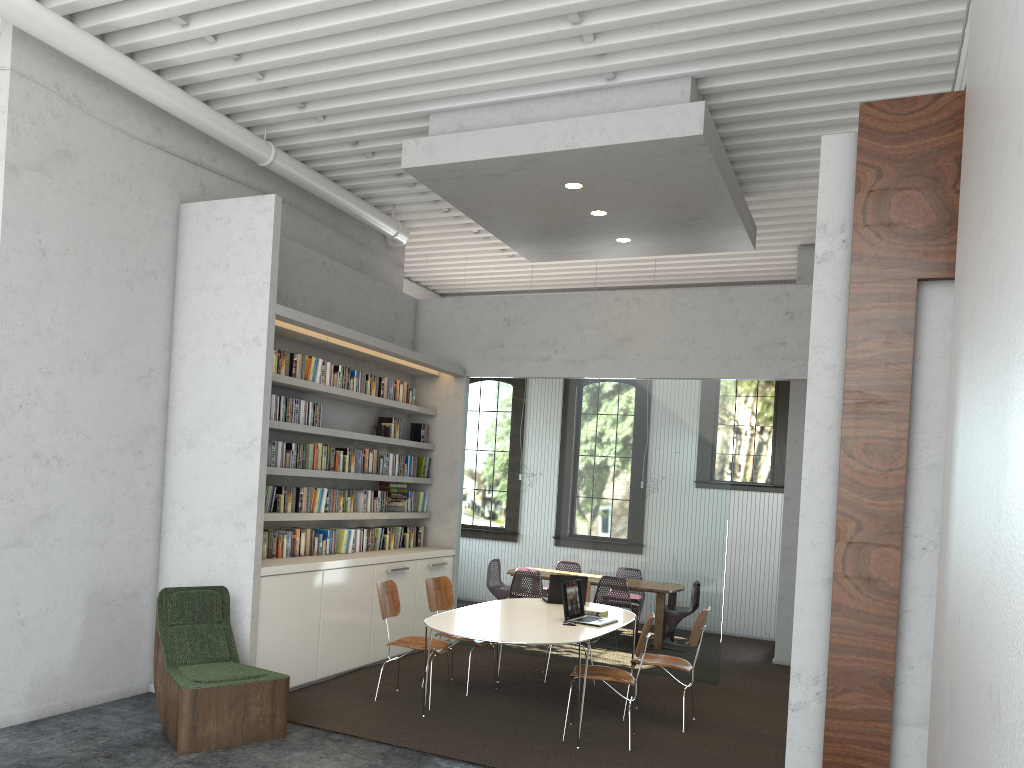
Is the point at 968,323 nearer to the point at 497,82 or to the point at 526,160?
the point at 526,160
